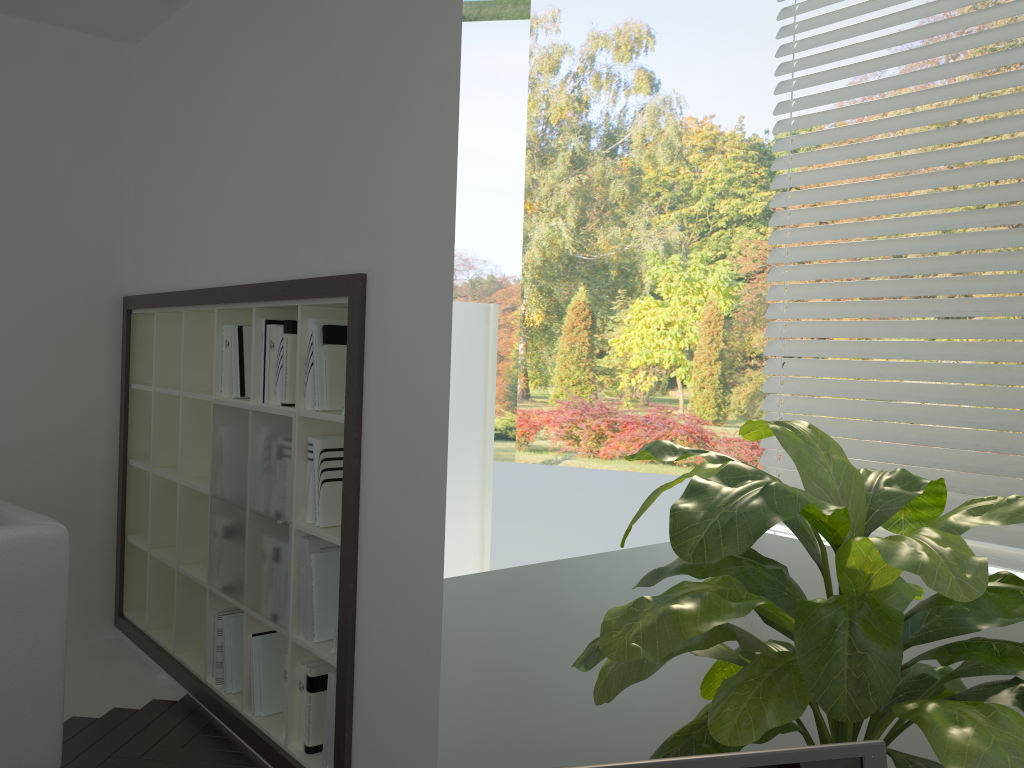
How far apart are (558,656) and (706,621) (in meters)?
0.92

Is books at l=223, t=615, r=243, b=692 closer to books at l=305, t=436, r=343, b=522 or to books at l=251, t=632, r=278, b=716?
books at l=251, t=632, r=278, b=716

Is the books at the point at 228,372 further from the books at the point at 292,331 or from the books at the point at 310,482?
the books at the point at 310,482

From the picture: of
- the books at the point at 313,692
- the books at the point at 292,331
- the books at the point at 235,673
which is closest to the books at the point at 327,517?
the books at the point at 292,331

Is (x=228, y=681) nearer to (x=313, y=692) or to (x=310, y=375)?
(x=313, y=692)

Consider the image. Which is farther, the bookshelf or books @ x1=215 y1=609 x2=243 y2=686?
books @ x1=215 y1=609 x2=243 y2=686

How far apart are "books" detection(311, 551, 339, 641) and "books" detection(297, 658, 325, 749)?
0.1 meters

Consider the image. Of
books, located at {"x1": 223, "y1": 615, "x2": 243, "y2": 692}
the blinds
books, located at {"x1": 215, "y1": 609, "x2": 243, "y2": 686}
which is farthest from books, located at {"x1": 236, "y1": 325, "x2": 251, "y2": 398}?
the blinds

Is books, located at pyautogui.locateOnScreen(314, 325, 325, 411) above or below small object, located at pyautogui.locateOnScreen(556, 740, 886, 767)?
above

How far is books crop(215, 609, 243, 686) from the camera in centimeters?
318cm
